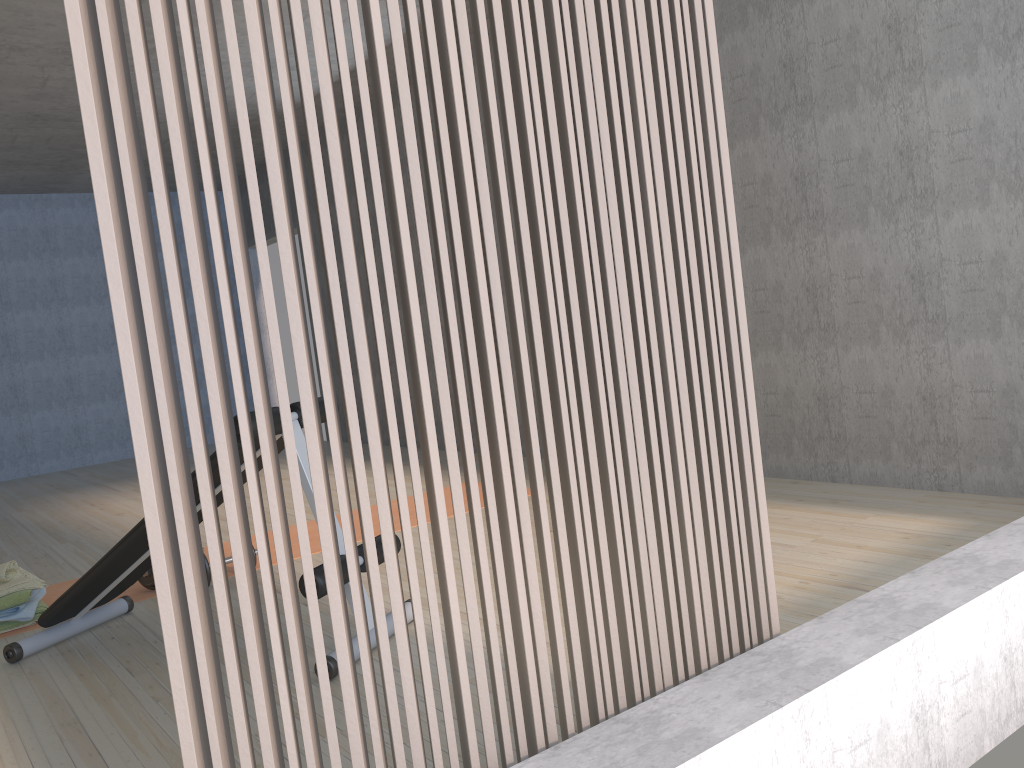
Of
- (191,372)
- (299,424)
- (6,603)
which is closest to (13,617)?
(6,603)

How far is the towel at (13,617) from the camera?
3.3m

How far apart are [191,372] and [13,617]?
2.8m

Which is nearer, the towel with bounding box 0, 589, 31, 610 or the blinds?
the blinds

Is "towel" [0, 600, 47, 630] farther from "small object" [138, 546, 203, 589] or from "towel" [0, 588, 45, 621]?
"small object" [138, 546, 203, 589]

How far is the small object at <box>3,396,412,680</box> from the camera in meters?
2.7

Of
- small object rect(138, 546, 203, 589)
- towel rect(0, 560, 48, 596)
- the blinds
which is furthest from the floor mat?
the blinds

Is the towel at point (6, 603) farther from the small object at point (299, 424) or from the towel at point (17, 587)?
the small object at point (299, 424)

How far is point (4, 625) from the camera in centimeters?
328cm

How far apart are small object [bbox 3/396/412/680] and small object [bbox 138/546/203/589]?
0.26m
